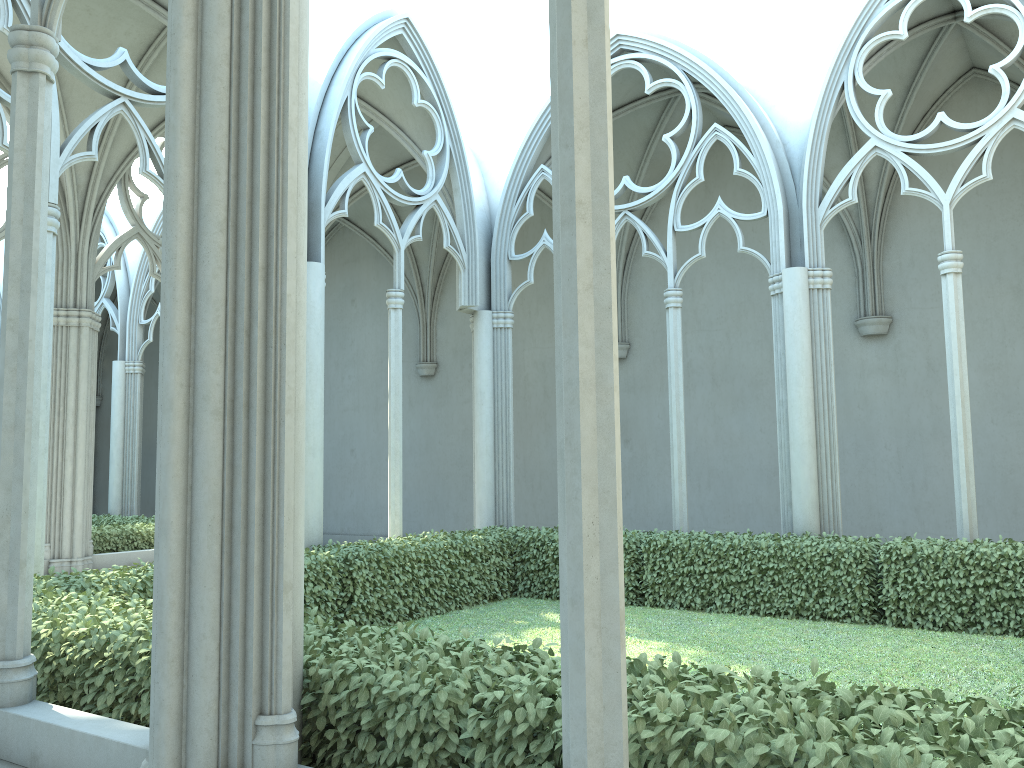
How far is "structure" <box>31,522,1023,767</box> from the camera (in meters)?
2.74

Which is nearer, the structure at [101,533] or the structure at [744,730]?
the structure at [744,730]

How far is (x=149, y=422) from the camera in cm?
2481

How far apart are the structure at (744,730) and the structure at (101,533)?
5.38m

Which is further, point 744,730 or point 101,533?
point 101,533

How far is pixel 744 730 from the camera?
2.7 meters

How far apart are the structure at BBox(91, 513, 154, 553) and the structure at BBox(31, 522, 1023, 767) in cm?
538

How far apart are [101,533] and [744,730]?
12.6 meters

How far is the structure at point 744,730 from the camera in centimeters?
274cm
